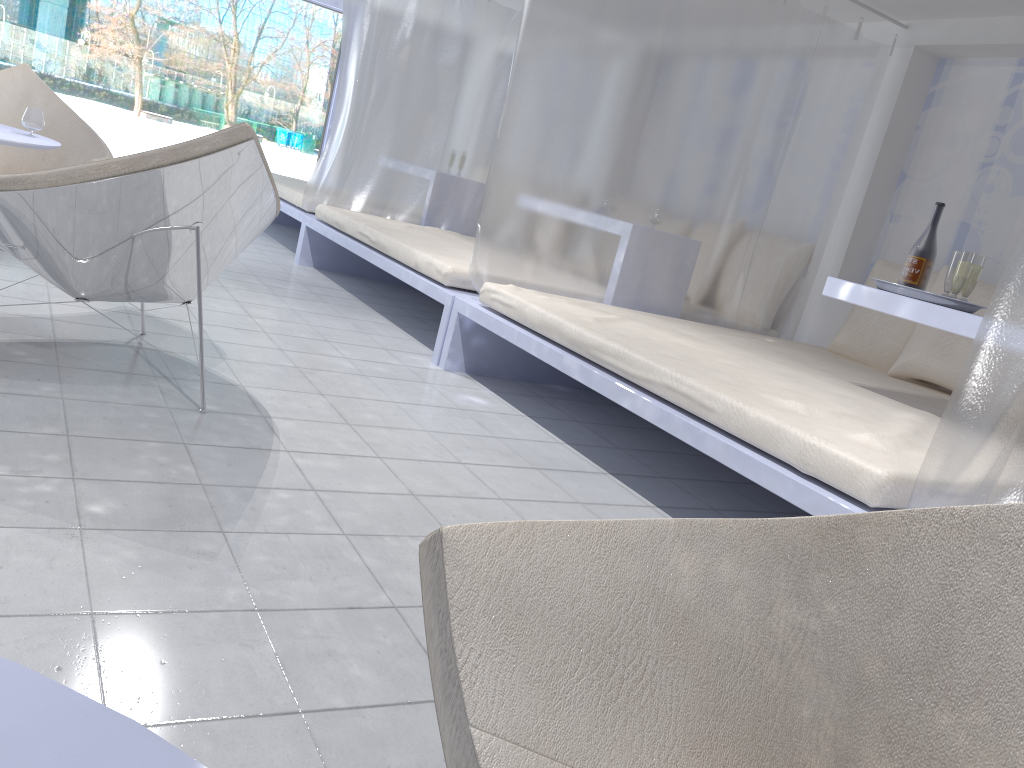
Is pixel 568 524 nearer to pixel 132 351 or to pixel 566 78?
pixel 132 351

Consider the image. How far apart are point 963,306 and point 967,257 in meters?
0.2 m

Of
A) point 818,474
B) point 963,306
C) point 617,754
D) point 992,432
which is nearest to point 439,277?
point 963,306

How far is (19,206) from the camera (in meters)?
2.10

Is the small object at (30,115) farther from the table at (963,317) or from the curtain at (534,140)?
the table at (963,317)

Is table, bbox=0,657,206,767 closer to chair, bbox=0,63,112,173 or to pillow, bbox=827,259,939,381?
chair, bbox=0,63,112,173

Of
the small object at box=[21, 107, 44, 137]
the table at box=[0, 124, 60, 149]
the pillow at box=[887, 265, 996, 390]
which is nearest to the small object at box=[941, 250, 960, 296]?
the pillow at box=[887, 265, 996, 390]

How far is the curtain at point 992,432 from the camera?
1.7m

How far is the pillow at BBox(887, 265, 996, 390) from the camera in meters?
3.7 m

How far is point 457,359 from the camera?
3.6 meters
